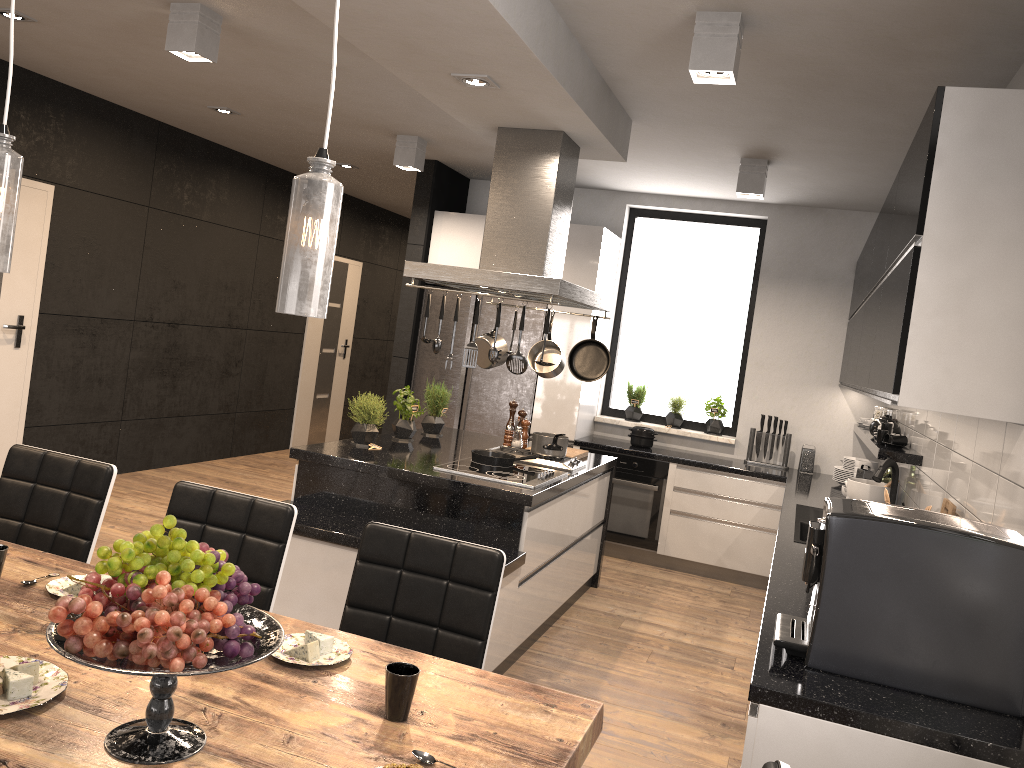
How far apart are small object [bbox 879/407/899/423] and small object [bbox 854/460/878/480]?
0.3 meters

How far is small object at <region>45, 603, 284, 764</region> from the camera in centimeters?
135cm

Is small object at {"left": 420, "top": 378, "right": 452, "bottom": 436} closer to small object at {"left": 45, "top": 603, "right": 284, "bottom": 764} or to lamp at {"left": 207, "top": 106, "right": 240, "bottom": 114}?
lamp at {"left": 207, "top": 106, "right": 240, "bottom": 114}

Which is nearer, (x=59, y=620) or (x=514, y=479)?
(x=59, y=620)

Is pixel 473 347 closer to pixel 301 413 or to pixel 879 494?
pixel 879 494

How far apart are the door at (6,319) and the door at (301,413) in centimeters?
339cm

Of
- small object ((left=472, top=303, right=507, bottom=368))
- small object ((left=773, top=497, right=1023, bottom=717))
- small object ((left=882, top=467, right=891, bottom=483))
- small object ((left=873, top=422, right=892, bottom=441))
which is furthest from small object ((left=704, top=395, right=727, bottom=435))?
small object ((left=773, top=497, right=1023, bottom=717))

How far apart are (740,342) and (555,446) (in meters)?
2.70

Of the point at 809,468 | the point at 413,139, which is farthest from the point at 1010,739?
the point at 413,139

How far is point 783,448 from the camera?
6.50m
